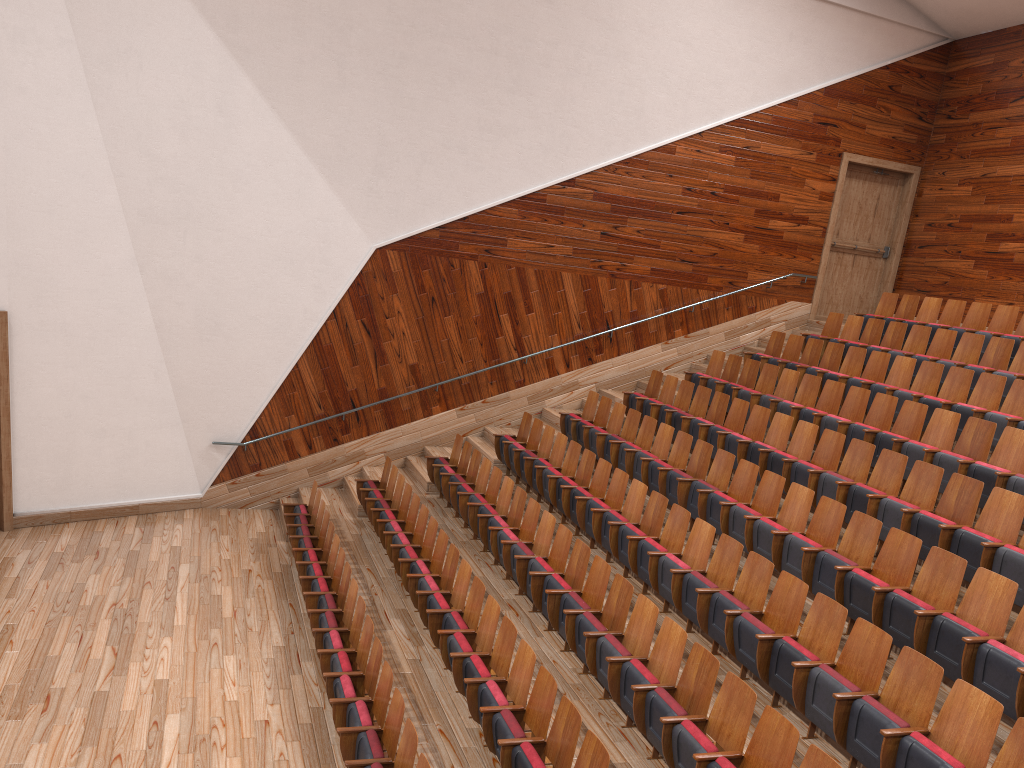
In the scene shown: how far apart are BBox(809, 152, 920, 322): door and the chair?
0.15m

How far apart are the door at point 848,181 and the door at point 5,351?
1.1 meters

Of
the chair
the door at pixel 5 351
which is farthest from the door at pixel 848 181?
the door at pixel 5 351

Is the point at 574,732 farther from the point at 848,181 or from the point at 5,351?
the point at 848,181

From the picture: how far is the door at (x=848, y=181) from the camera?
1.34m

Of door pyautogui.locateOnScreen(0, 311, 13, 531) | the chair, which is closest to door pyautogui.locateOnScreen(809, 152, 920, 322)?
the chair

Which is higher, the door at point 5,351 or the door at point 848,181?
the door at point 848,181

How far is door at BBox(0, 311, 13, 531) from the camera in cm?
92

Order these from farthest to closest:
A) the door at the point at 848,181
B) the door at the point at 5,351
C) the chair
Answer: the door at the point at 848,181
the door at the point at 5,351
the chair

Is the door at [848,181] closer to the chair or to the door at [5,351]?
the chair
